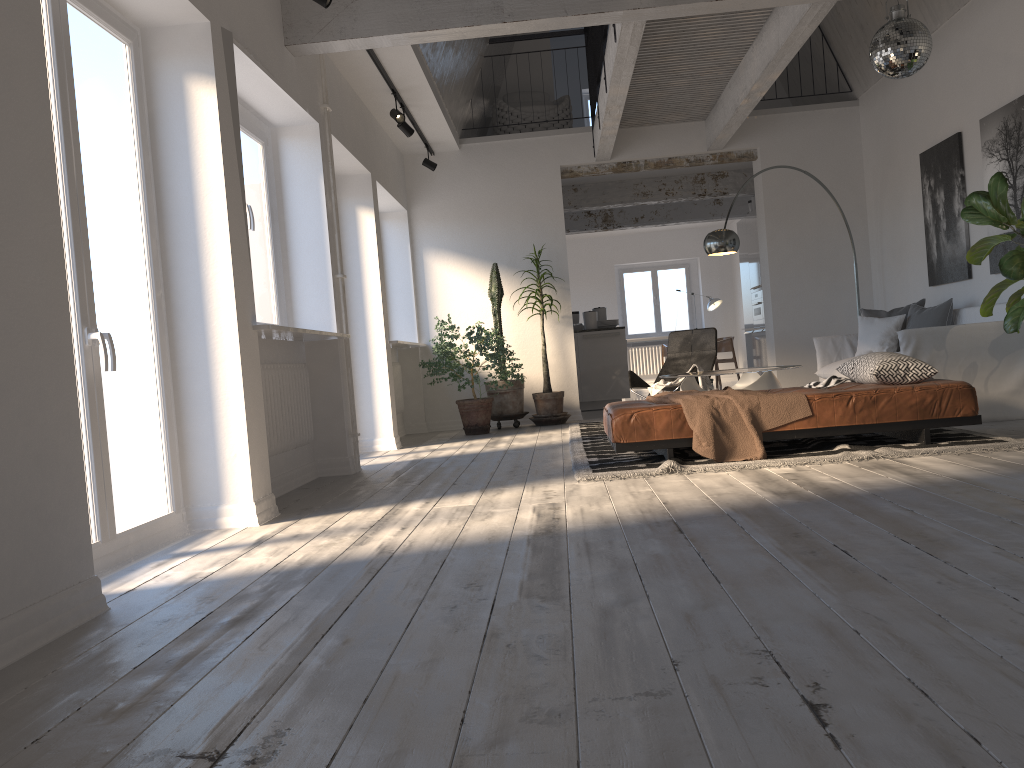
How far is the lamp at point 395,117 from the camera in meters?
7.2

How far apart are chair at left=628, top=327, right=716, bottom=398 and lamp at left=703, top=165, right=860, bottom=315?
0.8 meters

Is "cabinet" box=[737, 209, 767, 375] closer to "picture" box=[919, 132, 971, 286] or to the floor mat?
"picture" box=[919, 132, 971, 286]

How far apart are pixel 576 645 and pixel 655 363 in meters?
15.1

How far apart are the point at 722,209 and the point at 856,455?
9.51m

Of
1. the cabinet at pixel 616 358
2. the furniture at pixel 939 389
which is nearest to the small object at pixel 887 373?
the furniture at pixel 939 389

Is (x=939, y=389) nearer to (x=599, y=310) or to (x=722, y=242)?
(x=722, y=242)

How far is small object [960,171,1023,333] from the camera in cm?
486

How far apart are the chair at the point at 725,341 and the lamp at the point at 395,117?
8.40m

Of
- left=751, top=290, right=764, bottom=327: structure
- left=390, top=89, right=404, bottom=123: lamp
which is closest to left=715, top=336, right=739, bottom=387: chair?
left=751, top=290, right=764, bottom=327: structure
